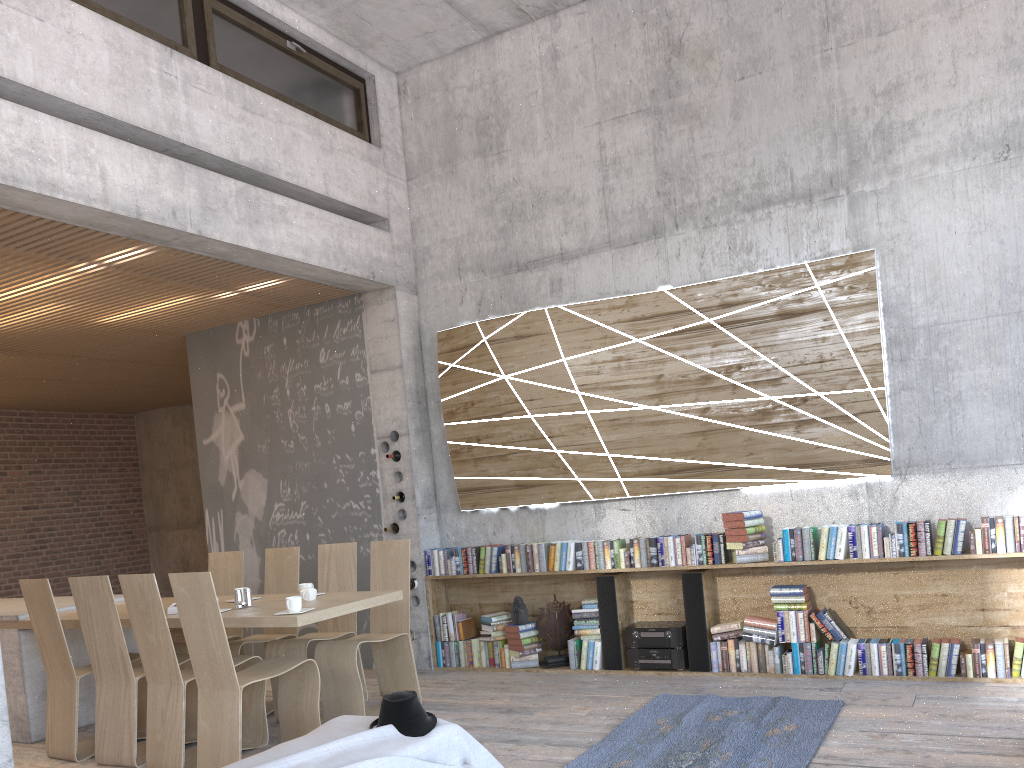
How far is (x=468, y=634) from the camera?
7.2 meters

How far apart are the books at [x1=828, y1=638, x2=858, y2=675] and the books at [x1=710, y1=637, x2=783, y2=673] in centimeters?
34cm

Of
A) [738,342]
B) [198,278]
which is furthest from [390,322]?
[738,342]

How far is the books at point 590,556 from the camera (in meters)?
6.58

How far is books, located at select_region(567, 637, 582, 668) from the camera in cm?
664

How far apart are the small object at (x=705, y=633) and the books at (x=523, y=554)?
1.3 meters

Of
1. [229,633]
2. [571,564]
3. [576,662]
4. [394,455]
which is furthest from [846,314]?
[229,633]

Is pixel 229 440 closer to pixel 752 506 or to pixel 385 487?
pixel 385 487

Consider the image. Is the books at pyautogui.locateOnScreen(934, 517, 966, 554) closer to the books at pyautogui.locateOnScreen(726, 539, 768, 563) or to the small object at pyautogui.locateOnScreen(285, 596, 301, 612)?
the books at pyautogui.locateOnScreen(726, 539, 768, 563)

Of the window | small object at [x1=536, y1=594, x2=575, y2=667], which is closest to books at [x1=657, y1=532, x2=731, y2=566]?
small object at [x1=536, y1=594, x2=575, y2=667]
